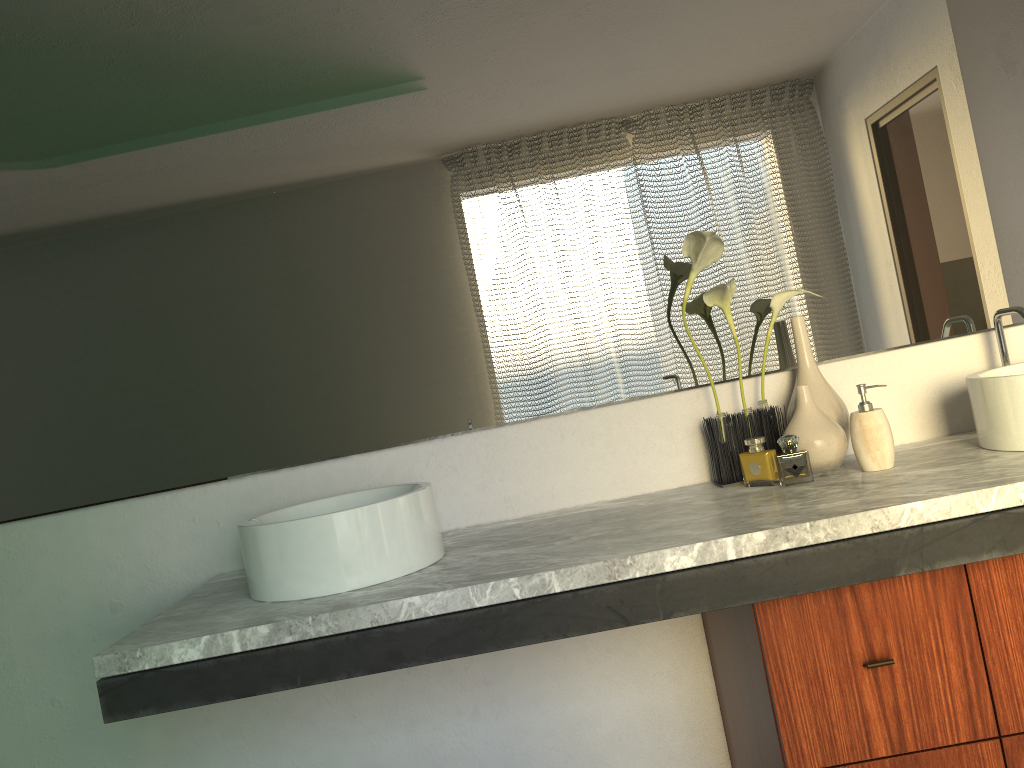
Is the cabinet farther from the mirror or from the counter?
the mirror

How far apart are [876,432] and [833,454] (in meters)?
0.09

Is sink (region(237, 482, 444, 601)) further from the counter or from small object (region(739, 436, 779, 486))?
small object (region(739, 436, 779, 486))

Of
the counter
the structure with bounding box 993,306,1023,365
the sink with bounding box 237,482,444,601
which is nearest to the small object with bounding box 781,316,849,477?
the counter

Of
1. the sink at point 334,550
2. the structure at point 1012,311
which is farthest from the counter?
the structure at point 1012,311

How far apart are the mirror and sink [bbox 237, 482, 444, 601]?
0.1m

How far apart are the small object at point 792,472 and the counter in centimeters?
5cm

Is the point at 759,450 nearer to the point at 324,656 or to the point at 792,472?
the point at 324,656

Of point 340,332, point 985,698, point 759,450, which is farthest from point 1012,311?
point 340,332

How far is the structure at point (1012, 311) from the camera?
1.8m
